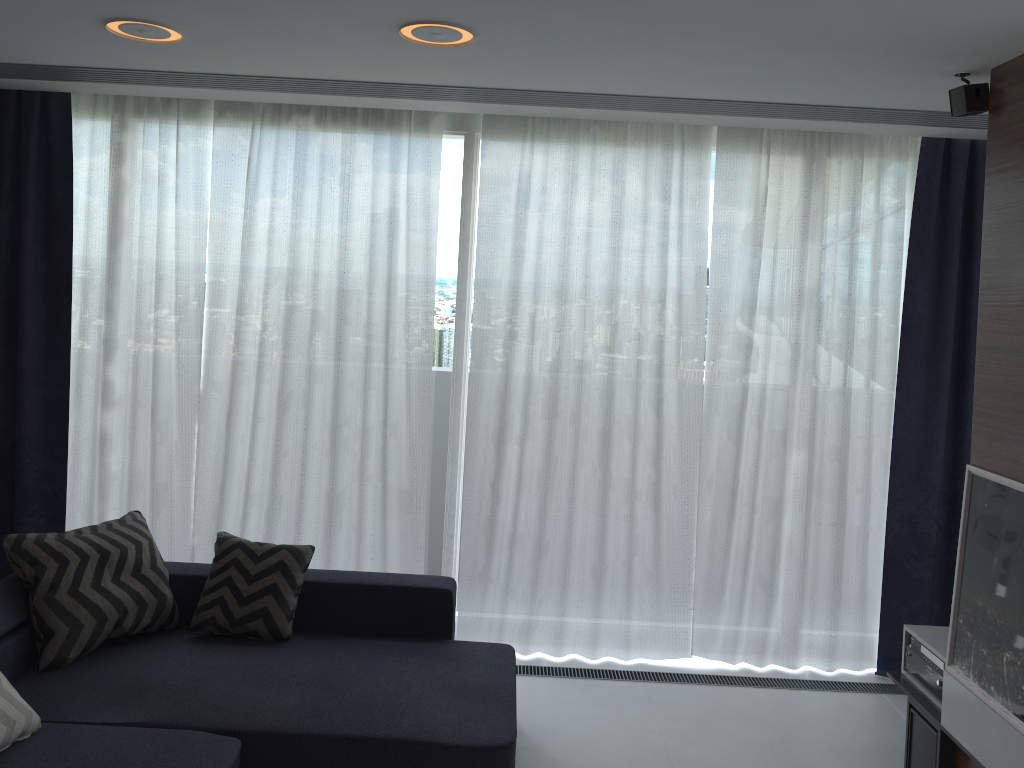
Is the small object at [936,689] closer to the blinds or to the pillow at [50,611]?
the blinds

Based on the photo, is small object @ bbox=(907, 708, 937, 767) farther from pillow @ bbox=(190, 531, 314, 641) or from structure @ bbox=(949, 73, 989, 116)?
pillow @ bbox=(190, 531, 314, 641)

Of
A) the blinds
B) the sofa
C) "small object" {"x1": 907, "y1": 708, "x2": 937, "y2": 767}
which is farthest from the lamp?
"small object" {"x1": 907, "y1": 708, "x2": 937, "y2": 767}

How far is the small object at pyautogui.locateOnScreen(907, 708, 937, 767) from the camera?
3.16m

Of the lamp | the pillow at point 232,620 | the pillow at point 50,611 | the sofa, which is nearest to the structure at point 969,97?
the lamp

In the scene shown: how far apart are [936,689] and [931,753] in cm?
22

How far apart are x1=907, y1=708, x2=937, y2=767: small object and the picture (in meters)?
0.27

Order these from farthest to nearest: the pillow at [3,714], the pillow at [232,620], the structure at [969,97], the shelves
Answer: the pillow at [232,620], the structure at [969,97], the shelves, the pillow at [3,714]

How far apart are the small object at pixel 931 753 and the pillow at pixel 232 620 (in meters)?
2.40

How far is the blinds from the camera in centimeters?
413cm
